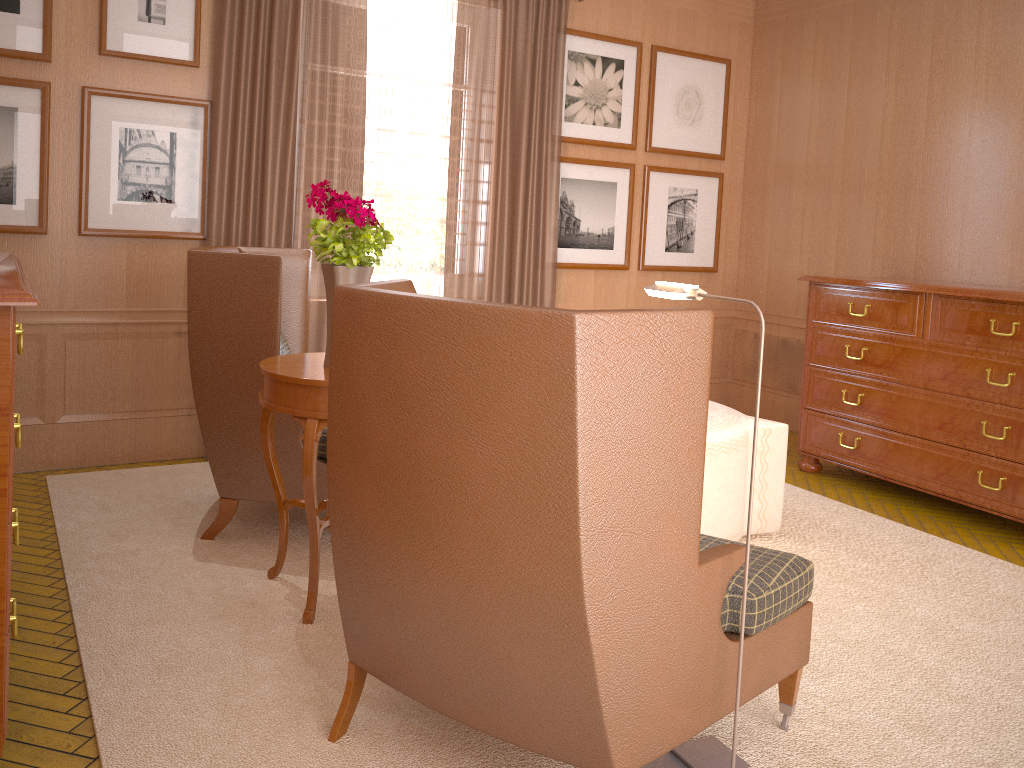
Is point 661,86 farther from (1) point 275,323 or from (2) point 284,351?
(1) point 275,323

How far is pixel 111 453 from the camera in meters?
7.8

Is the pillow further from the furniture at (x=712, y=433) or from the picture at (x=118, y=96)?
the furniture at (x=712, y=433)

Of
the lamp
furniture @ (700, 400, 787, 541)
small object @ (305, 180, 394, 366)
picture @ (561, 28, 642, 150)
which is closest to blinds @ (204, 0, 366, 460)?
picture @ (561, 28, 642, 150)

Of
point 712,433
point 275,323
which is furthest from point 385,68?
point 712,433

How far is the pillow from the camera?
7.0 meters

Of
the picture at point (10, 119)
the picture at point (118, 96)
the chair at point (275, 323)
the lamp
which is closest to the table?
the chair at point (275, 323)

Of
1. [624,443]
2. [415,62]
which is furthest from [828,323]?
[624,443]

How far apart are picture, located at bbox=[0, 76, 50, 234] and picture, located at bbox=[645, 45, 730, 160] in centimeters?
615cm

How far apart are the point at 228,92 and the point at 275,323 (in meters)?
2.89
